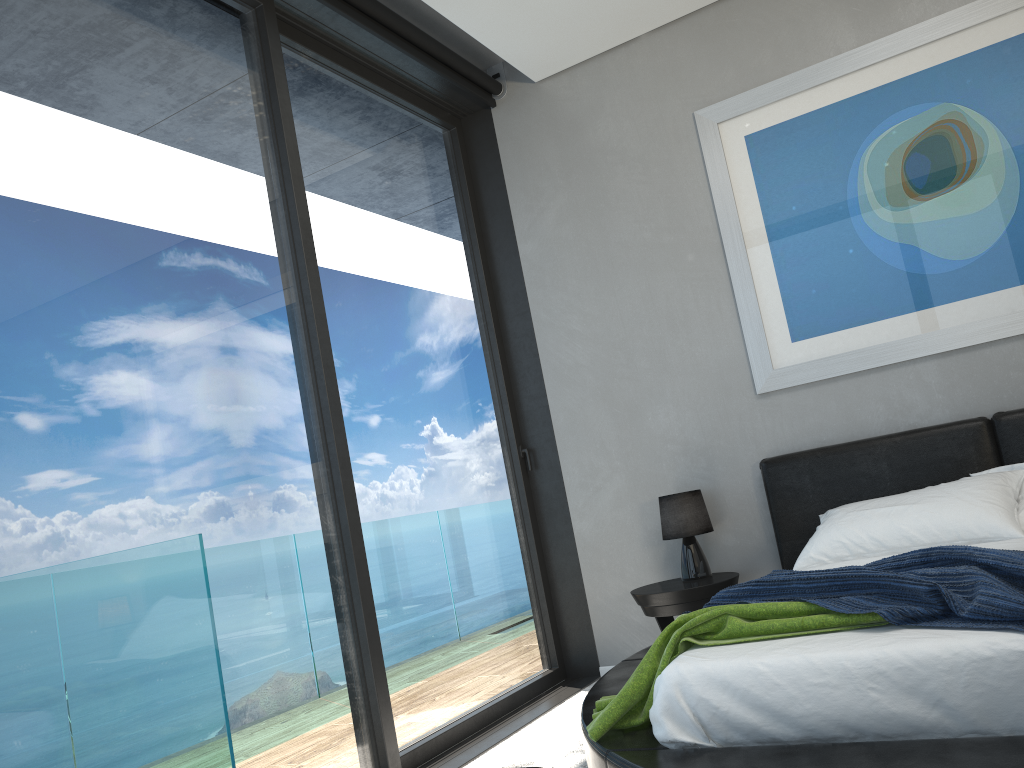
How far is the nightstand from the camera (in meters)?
3.80

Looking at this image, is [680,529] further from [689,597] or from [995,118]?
[995,118]

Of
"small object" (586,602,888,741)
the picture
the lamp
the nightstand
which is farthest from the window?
the picture

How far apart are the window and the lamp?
0.7 meters

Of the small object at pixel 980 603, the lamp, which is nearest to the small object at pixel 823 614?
the small object at pixel 980 603

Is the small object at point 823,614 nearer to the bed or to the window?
the bed

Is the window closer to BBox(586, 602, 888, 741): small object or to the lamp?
the lamp

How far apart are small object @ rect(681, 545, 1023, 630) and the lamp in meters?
1.4

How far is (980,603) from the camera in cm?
191

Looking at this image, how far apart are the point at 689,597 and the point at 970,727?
2.02m
